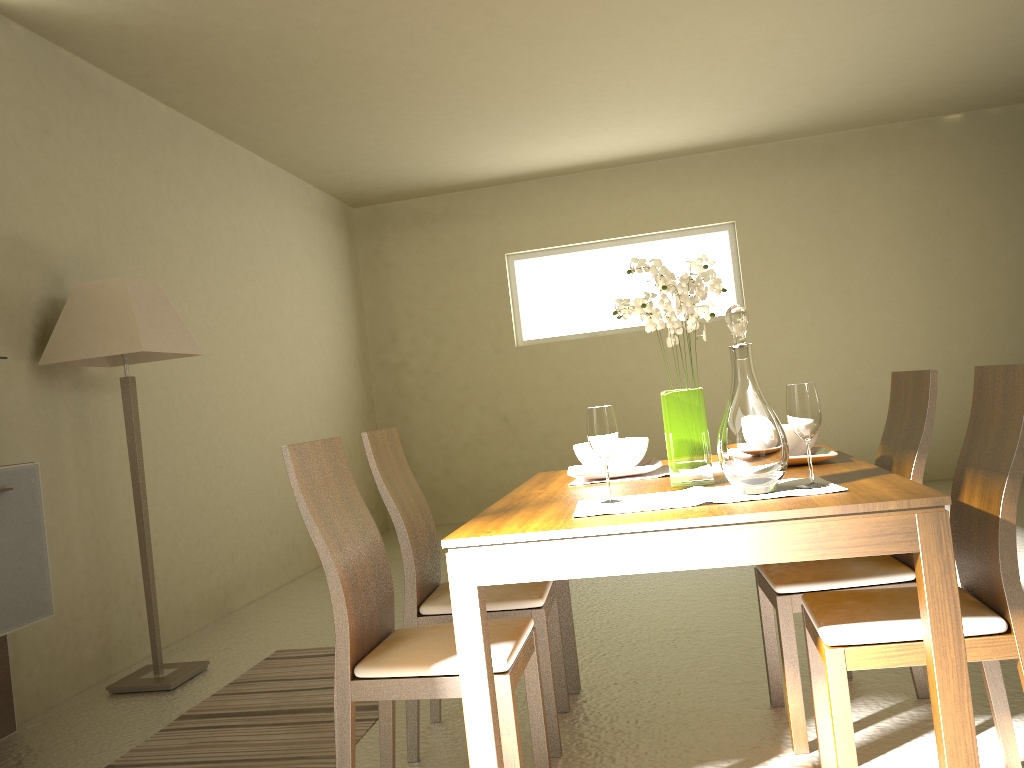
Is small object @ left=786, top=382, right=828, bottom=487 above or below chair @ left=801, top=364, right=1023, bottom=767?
above

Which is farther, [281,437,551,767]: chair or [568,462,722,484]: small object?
[568,462,722,484]: small object

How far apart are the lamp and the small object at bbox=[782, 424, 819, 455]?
2.58m

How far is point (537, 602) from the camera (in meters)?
2.63

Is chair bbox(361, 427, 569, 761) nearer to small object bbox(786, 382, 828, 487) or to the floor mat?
the floor mat

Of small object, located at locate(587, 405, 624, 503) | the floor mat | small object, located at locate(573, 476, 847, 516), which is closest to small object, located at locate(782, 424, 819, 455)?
small object, located at locate(573, 476, 847, 516)

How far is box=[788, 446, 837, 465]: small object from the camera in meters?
2.4 m

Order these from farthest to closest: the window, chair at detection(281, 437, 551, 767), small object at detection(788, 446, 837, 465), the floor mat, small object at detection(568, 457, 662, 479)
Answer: the window → the floor mat → small object at detection(568, 457, 662, 479) → small object at detection(788, 446, 837, 465) → chair at detection(281, 437, 551, 767)

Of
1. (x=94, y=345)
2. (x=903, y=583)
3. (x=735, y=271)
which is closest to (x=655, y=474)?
(x=903, y=583)

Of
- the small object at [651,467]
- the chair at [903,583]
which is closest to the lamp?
the small object at [651,467]
